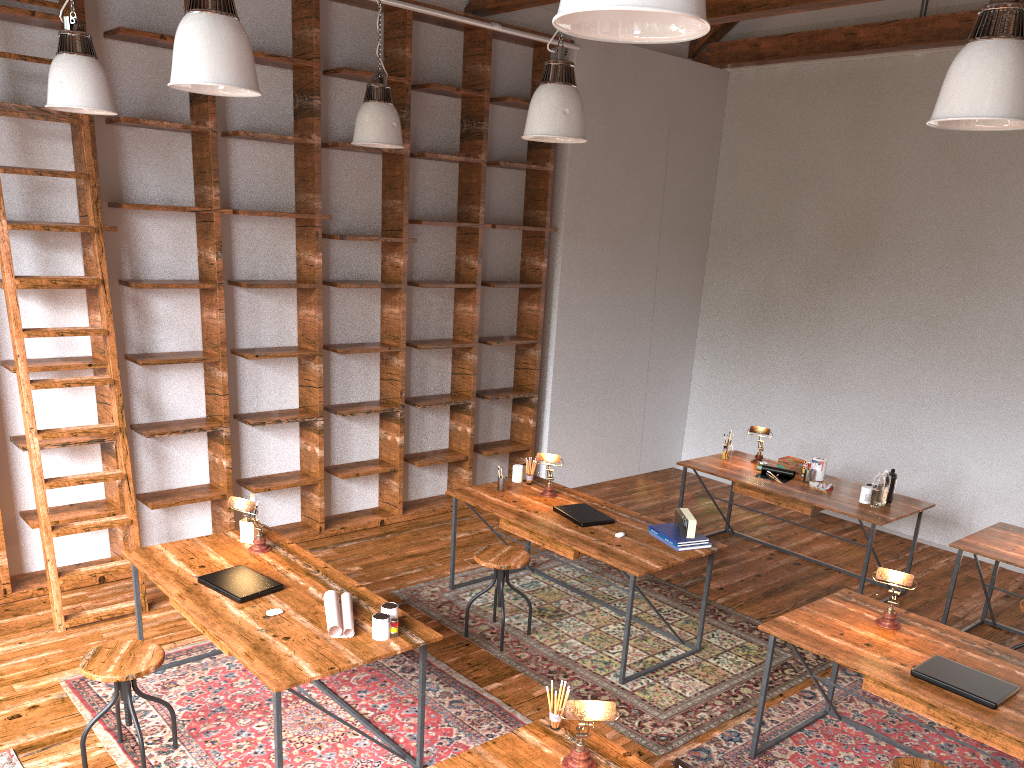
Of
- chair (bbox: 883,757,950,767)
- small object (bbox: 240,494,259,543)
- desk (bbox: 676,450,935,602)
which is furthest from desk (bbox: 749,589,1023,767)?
small object (bbox: 240,494,259,543)

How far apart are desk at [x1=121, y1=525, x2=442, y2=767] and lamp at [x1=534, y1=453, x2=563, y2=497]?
1.6m

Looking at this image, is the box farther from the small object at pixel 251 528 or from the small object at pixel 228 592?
the small object at pixel 228 592

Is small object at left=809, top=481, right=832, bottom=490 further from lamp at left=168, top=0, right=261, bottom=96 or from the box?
lamp at left=168, top=0, right=261, bottom=96

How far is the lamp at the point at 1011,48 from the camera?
2.5m

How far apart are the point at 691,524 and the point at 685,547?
0.12m

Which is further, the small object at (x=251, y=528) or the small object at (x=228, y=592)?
the small object at (x=251, y=528)

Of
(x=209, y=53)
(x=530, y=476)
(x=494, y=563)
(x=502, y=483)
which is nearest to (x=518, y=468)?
(x=530, y=476)

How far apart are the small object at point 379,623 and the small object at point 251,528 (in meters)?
1.18

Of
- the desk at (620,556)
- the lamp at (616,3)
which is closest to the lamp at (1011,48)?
the lamp at (616,3)
